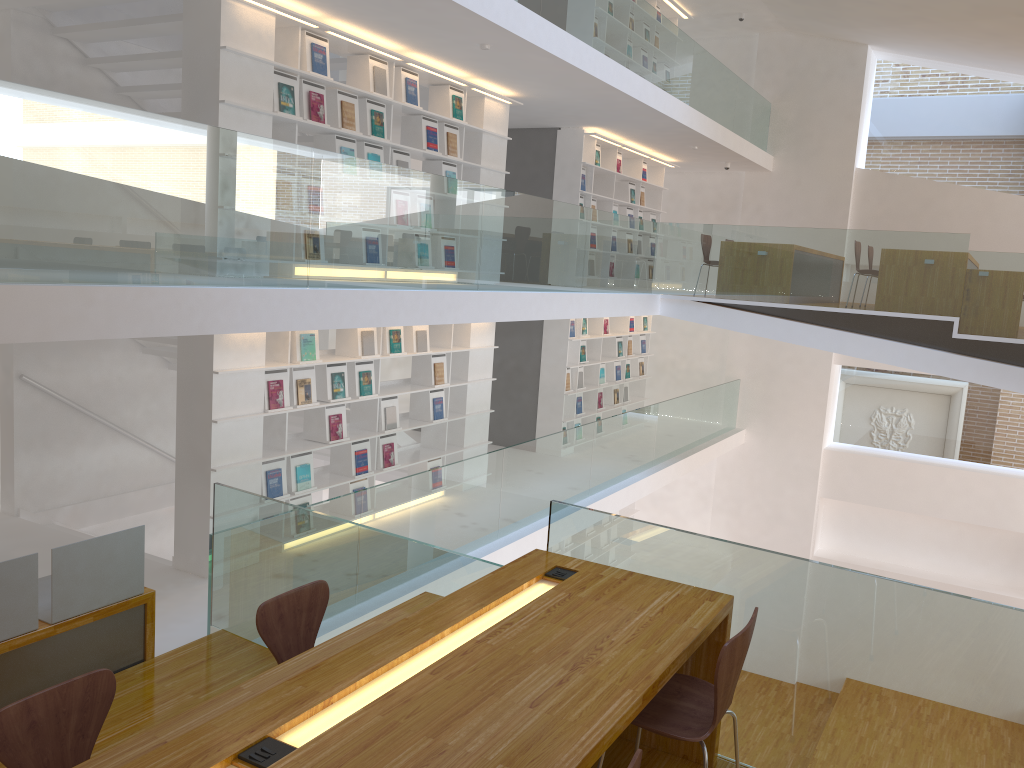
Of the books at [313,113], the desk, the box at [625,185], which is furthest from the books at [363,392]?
→ the box at [625,185]

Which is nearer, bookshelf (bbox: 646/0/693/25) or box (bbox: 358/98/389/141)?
box (bbox: 358/98/389/141)

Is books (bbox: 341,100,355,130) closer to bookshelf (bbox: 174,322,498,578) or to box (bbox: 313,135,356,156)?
box (bbox: 313,135,356,156)

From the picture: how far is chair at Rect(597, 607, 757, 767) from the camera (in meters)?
2.43

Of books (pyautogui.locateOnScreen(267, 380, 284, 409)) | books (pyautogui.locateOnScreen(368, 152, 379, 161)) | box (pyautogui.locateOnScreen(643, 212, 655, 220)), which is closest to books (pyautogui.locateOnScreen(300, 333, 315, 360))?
books (pyautogui.locateOnScreen(267, 380, 284, 409))

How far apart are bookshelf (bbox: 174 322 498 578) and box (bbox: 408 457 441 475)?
0.1m

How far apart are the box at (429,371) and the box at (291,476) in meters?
1.6

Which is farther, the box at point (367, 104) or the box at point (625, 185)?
the box at point (625, 185)

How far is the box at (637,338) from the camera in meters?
12.8 m

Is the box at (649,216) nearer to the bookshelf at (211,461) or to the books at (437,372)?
the bookshelf at (211,461)
